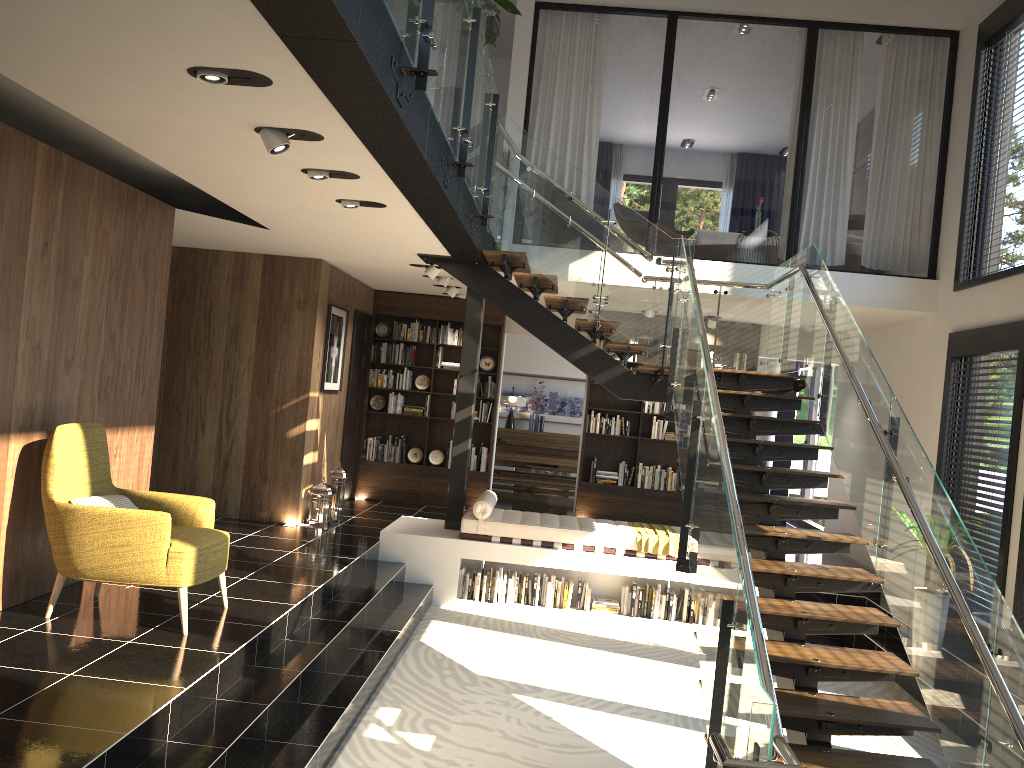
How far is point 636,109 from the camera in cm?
1754

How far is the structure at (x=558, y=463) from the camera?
14.4 meters

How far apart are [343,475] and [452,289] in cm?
250

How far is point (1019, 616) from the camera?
6.48m

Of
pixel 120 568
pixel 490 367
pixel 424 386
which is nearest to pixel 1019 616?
pixel 120 568

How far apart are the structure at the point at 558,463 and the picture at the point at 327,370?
4.9m

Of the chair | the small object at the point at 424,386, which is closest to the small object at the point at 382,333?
the small object at the point at 424,386

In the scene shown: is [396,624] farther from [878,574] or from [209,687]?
[878,574]

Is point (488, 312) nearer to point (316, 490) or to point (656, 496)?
point (656, 496)

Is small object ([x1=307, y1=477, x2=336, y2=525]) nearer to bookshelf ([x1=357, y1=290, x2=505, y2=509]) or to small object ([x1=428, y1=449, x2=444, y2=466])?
bookshelf ([x1=357, y1=290, x2=505, y2=509])
